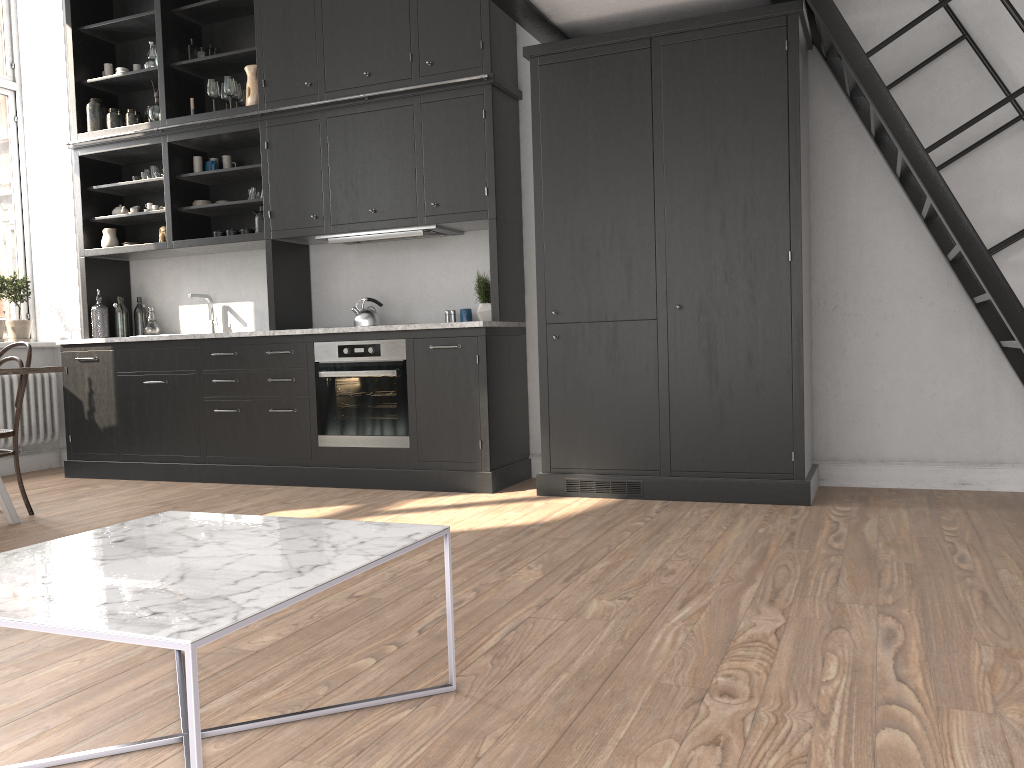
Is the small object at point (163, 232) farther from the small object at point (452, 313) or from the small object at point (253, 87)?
the small object at point (452, 313)

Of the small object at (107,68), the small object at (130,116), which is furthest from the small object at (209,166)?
the small object at (107,68)

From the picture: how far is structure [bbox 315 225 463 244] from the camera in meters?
5.2

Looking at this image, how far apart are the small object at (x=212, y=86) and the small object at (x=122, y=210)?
1.15m

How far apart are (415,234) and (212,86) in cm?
181

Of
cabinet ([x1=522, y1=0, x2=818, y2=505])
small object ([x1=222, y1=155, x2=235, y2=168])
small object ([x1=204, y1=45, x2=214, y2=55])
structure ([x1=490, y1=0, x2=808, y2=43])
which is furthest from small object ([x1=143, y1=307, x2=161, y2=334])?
structure ([x1=490, y1=0, x2=808, y2=43])

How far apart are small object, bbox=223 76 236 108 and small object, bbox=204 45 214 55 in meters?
0.5

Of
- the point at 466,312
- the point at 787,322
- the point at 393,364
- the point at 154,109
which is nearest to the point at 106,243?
the point at 154,109

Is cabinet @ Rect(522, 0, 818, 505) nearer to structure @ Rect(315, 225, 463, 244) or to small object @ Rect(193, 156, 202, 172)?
structure @ Rect(315, 225, 463, 244)

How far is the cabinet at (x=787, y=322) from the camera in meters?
4.2 m
